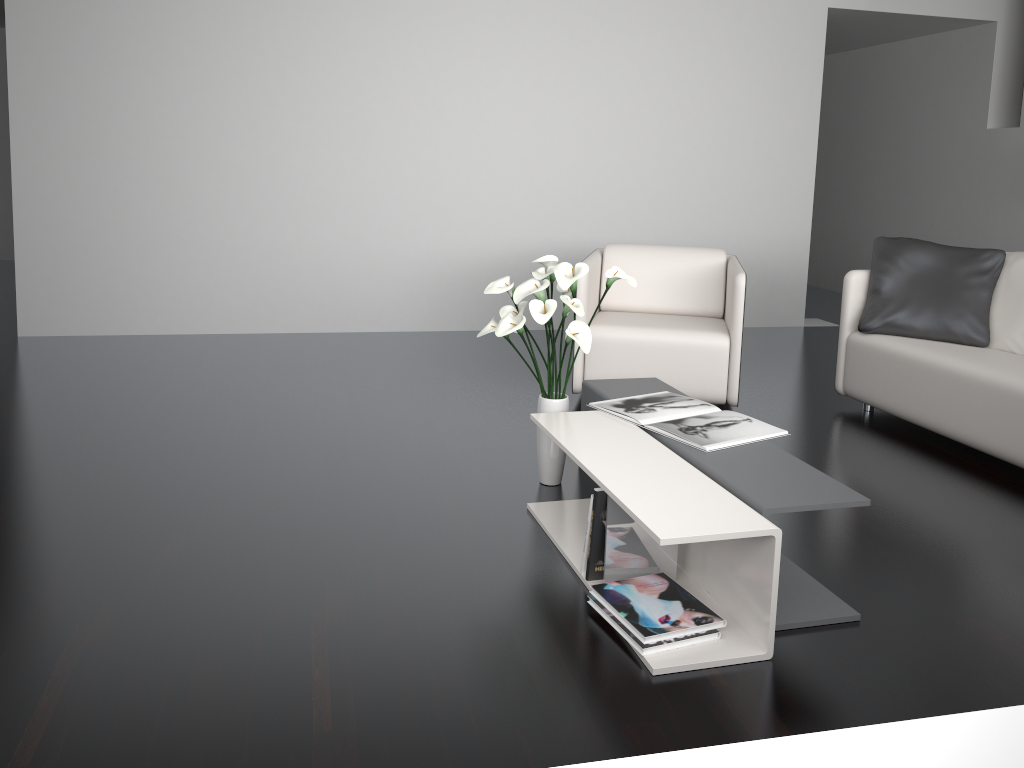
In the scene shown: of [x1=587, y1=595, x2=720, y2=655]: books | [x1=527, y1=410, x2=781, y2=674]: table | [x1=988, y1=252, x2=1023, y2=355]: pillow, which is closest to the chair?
[x1=988, y1=252, x2=1023, y2=355]: pillow

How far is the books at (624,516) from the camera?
2.3 meters

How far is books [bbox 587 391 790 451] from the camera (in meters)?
2.62

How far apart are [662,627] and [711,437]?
0.70m

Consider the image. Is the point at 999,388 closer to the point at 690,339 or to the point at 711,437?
the point at 690,339

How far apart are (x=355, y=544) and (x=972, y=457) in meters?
2.5 m

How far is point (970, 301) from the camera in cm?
388

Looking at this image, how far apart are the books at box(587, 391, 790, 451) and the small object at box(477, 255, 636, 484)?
0.15m

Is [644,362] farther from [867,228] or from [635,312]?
[867,228]

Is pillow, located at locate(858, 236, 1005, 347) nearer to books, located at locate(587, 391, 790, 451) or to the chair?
the chair
